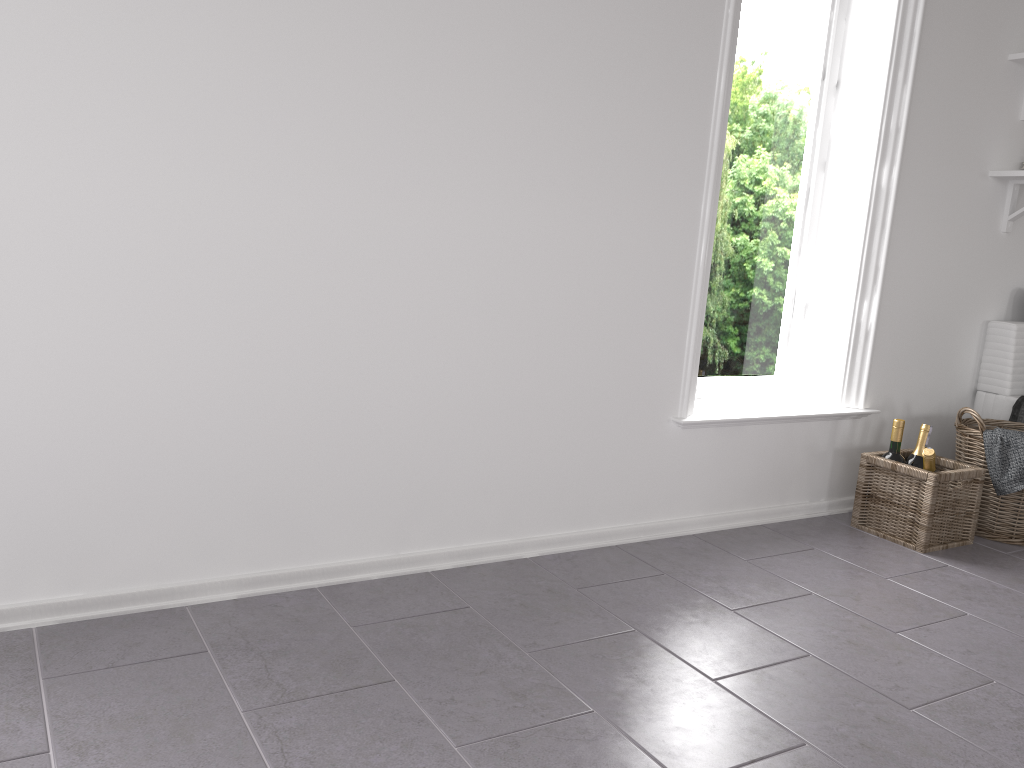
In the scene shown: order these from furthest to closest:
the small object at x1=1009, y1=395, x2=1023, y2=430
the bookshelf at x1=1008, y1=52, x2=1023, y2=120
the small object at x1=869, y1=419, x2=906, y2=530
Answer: the small object at x1=1009, y1=395, x2=1023, y2=430
the bookshelf at x1=1008, y1=52, x2=1023, y2=120
the small object at x1=869, y1=419, x2=906, y2=530

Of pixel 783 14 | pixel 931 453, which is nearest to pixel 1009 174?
pixel 783 14

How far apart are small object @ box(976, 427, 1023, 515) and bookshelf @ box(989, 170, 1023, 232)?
0.91m

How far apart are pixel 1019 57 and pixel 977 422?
1.3 meters

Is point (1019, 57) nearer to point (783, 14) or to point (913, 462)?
point (783, 14)

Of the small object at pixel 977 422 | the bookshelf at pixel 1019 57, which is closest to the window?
the small object at pixel 977 422

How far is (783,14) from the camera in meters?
3.0

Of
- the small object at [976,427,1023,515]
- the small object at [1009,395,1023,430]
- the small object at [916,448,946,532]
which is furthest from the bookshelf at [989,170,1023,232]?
the small object at [916,448,946,532]

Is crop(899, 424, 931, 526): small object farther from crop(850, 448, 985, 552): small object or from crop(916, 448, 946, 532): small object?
crop(916, 448, 946, 532): small object

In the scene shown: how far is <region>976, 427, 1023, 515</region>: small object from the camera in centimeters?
285cm
